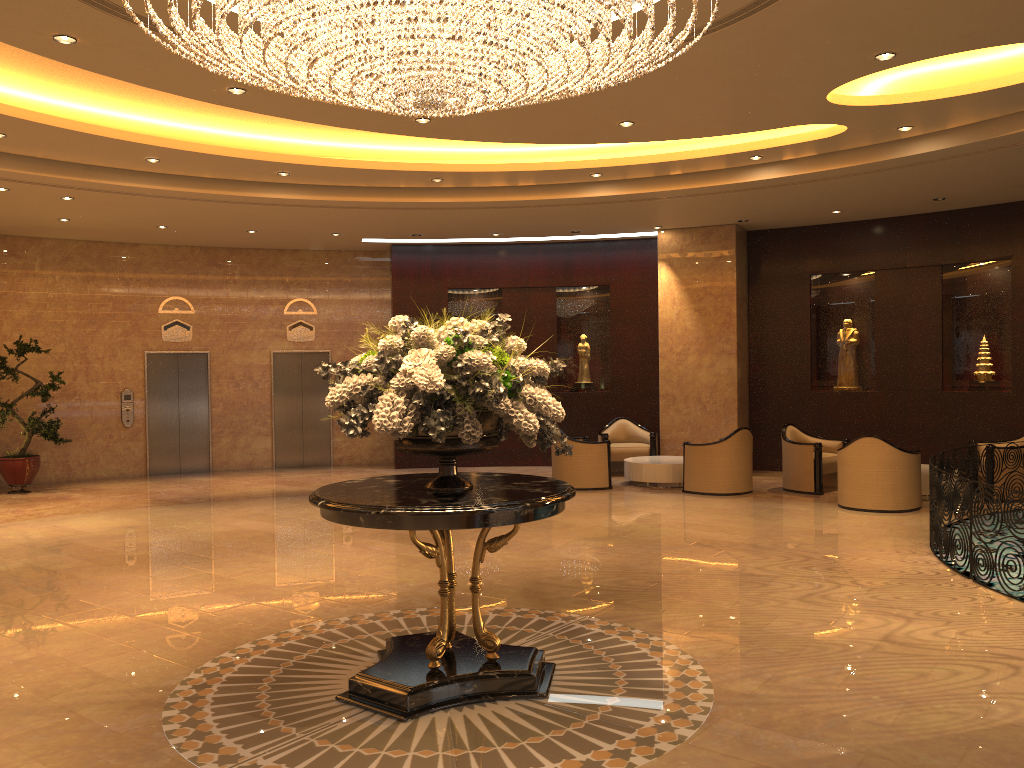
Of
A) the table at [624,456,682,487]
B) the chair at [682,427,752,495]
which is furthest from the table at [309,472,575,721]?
the table at [624,456,682,487]

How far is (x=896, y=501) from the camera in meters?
10.3

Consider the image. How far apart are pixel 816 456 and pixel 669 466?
2.0 meters

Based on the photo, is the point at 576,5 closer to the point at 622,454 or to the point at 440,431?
the point at 440,431

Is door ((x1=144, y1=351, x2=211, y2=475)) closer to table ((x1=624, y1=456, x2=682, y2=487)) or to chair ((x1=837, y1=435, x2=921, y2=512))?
table ((x1=624, y1=456, x2=682, y2=487))

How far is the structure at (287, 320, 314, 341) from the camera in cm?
1616

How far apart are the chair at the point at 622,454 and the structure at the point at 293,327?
5.7 meters

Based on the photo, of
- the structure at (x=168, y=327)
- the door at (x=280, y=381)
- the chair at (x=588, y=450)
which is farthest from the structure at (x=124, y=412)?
the chair at (x=588, y=450)

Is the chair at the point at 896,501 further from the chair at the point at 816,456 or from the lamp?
the lamp

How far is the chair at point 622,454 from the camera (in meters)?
14.17
